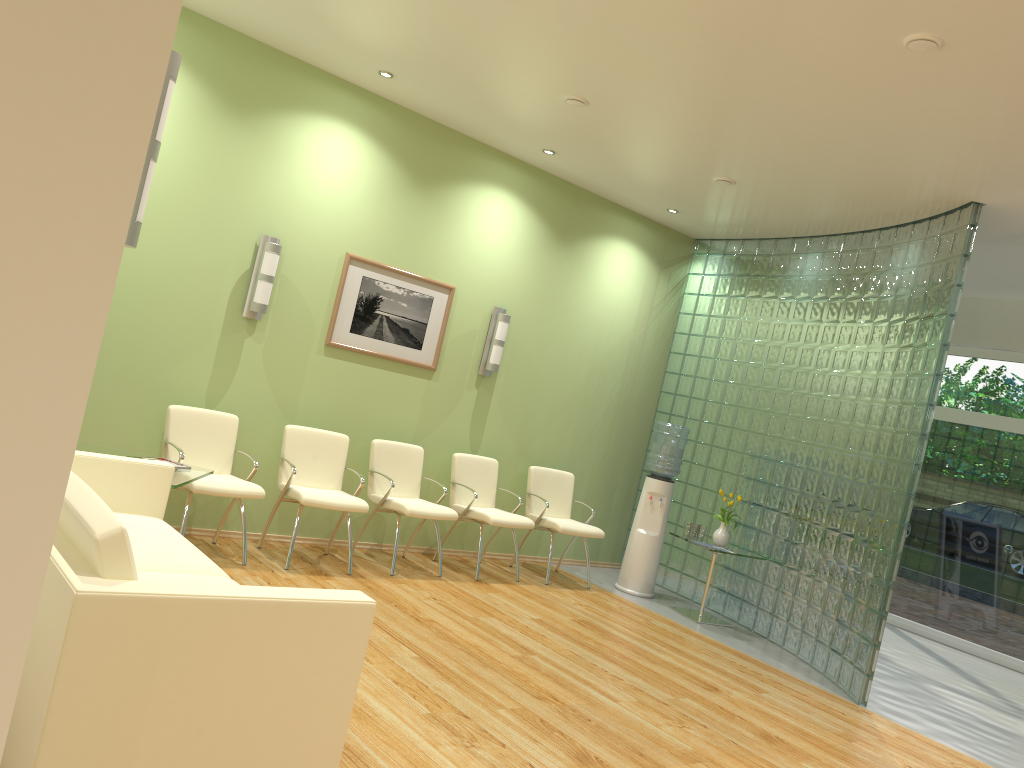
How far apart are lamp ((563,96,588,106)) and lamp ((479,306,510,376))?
2.1m

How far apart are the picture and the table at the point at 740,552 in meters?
2.7 m

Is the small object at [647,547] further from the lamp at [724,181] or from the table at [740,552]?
the lamp at [724,181]

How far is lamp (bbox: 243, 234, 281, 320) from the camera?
6.0m

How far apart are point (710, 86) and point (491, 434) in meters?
3.6 m

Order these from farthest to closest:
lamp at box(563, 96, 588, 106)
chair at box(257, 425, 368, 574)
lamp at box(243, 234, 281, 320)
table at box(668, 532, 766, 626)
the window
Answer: the window
table at box(668, 532, 766, 626)
lamp at box(243, 234, 281, 320)
chair at box(257, 425, 368, 574)
lamp at box(563, 96, 588, 106)

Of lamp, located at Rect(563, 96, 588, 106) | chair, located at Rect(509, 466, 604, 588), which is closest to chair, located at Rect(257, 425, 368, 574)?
chair, located at Rect(509, 466, 604, 588)

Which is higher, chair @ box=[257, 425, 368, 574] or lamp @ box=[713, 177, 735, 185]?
lamp @ box=[713, 177, 735, 185]

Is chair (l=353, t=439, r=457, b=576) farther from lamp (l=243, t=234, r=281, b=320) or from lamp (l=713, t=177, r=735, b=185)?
lamp (l=713, t=177, r=735, b=185)

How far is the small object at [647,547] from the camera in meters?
7.6
